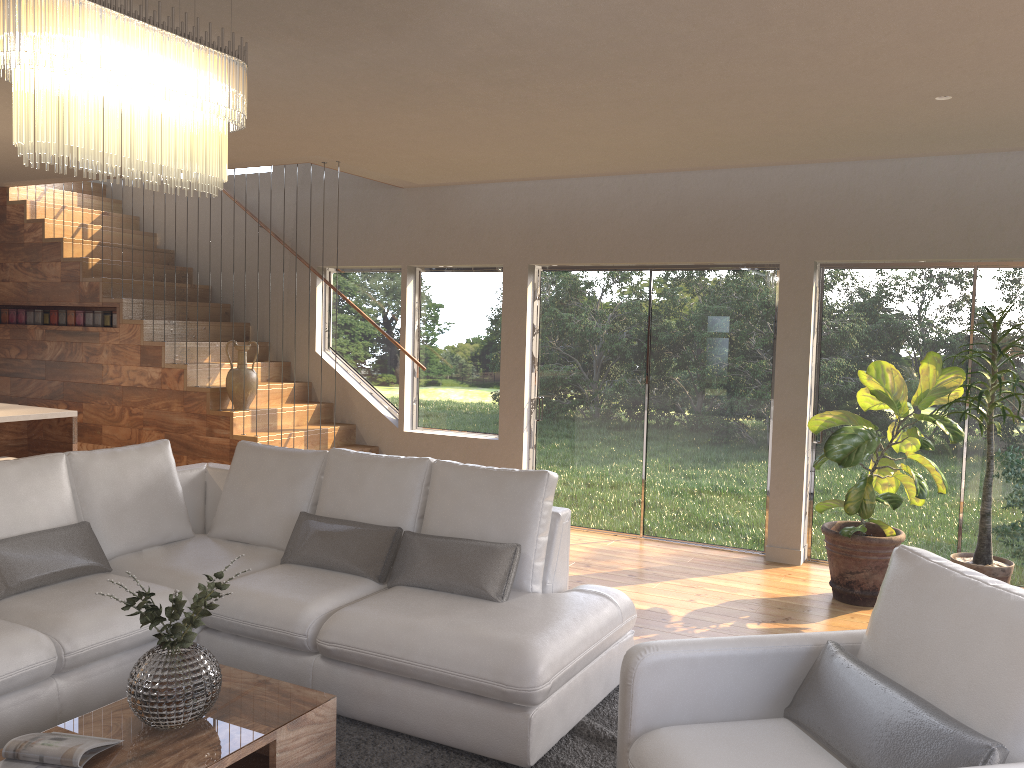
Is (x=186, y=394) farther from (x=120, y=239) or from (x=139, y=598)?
(x=139, y=598)

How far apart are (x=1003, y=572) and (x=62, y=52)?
5.21m

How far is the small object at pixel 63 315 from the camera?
8.0m

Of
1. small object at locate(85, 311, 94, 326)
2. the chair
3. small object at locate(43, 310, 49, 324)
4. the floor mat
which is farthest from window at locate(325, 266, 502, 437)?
the chair

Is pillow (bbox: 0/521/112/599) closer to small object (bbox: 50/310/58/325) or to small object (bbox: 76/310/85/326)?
small object (bbox: 76/310/85/326)

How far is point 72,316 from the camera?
8.0 meters

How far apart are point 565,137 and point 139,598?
A: 3.55m

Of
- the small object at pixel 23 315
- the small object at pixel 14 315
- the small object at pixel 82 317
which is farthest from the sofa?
the small object at pixel 14 315

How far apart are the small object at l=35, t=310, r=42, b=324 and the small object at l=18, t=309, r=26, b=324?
0.2 meters

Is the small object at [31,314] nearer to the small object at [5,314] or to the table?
the small object at [5,314]
